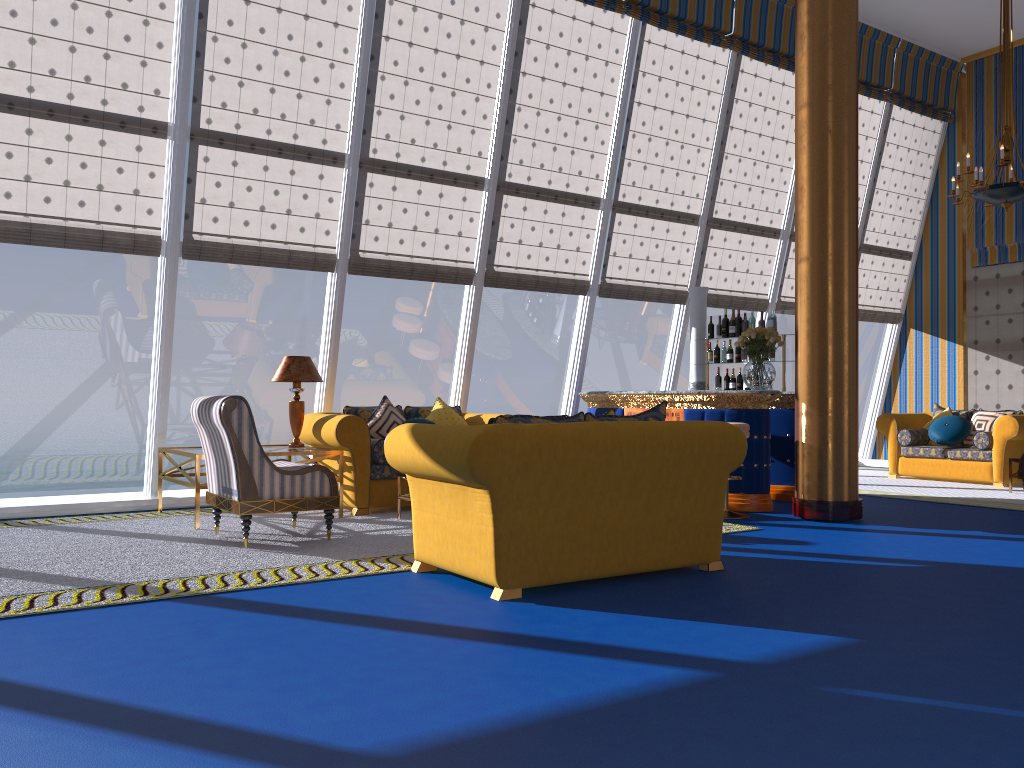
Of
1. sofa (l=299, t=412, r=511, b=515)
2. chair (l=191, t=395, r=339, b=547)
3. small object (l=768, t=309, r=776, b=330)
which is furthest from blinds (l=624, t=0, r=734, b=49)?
chair (l=191, t=395, r=339, b=547)

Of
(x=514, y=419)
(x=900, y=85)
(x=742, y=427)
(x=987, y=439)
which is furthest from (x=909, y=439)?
(x=514, y=419)

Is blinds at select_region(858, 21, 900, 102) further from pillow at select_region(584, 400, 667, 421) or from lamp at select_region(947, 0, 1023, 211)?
pillow at select_region(584, 400, 667, 421)

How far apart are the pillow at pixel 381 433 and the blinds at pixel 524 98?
1.9m

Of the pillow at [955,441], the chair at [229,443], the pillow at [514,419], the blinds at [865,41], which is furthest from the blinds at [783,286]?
the pillow at [514,419]

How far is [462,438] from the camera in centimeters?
421cm

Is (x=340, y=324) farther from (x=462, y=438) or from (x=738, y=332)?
(x=462, y=438)

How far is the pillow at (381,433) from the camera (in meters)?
7.72

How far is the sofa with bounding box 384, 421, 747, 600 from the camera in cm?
421

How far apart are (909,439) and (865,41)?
5.18m
